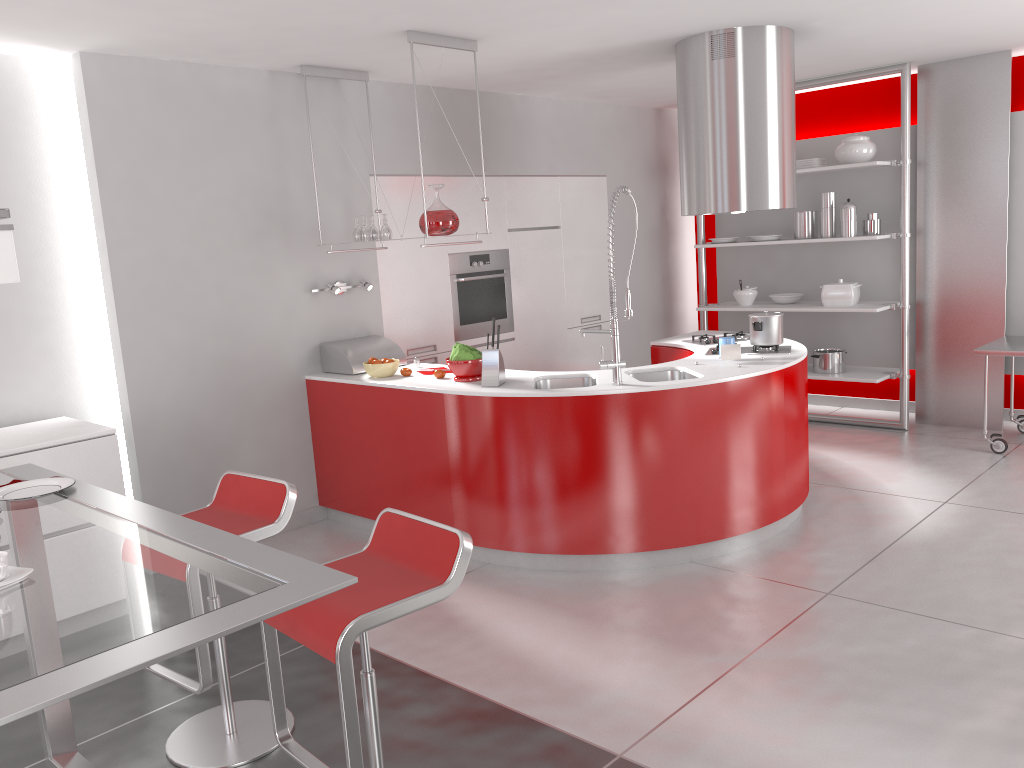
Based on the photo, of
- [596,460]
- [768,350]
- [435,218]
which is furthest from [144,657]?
[768,350]

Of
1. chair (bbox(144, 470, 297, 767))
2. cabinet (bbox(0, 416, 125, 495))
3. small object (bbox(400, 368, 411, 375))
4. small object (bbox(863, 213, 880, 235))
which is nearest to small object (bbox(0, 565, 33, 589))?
chair (bbox(144, 470, 297, 767))

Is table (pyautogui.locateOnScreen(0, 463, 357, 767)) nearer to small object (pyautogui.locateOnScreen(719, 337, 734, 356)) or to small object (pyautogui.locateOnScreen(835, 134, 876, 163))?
small object (pyautogui.locateOnScreen(719, 337, 734, 356))

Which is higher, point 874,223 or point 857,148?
point 857,148

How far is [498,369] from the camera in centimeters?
436cm

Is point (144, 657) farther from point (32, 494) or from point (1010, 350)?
point (1010, 350)

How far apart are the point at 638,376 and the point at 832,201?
2.9 meters

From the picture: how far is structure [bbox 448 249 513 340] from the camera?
6.06m

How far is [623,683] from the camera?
3.17m

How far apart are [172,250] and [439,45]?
1.7 meters
